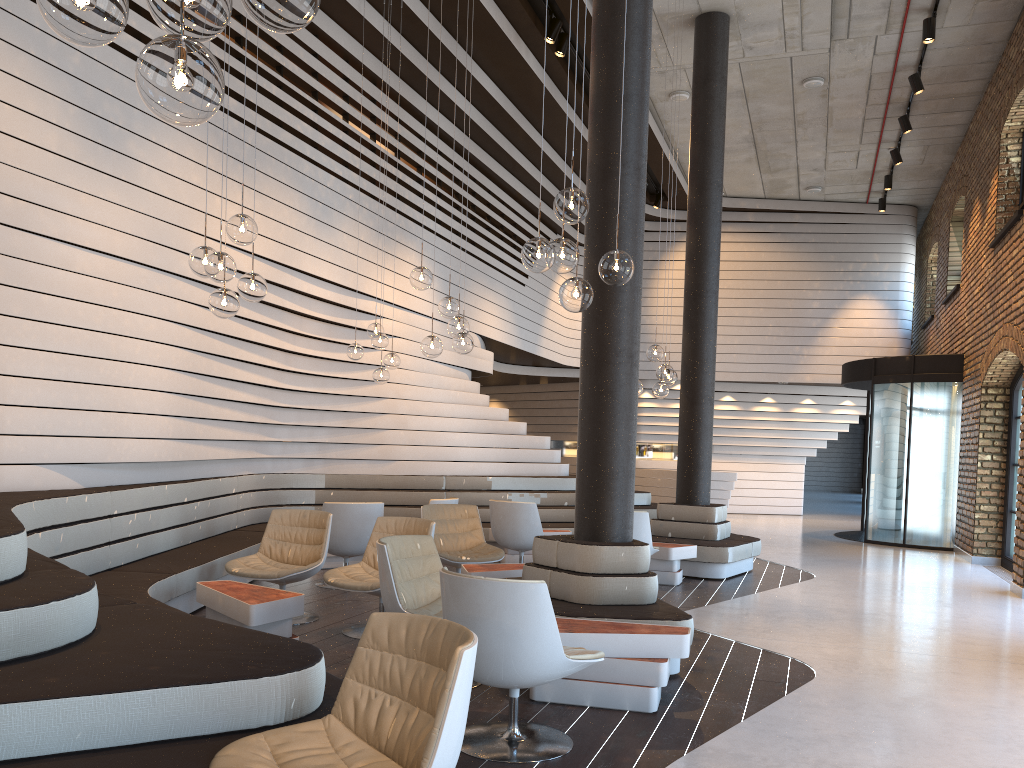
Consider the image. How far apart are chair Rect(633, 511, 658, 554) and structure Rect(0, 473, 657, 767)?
2.5m

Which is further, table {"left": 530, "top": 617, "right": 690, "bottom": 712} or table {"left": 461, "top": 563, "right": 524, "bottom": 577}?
table {"left": 461, "top": 563, "right": 524, "bottom": 577}

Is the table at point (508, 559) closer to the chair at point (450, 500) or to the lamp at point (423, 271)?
the chair at point (450, 500)

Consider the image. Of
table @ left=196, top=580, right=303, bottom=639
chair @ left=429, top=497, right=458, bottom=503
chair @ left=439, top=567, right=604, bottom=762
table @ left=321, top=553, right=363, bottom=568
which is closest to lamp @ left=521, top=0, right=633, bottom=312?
chair @ left=439, top=567, right=604, bottom=762

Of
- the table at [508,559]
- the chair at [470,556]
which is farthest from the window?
the chair at [470,556]

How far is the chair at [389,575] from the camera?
4.5 meters

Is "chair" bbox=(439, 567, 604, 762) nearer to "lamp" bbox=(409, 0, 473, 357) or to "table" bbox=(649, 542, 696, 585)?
"lamp" bbox=(409, 0, 473, 357)

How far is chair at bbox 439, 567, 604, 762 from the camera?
3.4 meters

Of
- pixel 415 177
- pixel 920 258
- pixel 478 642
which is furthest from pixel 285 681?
pixel 920 258

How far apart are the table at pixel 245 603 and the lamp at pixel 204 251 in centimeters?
158cm
